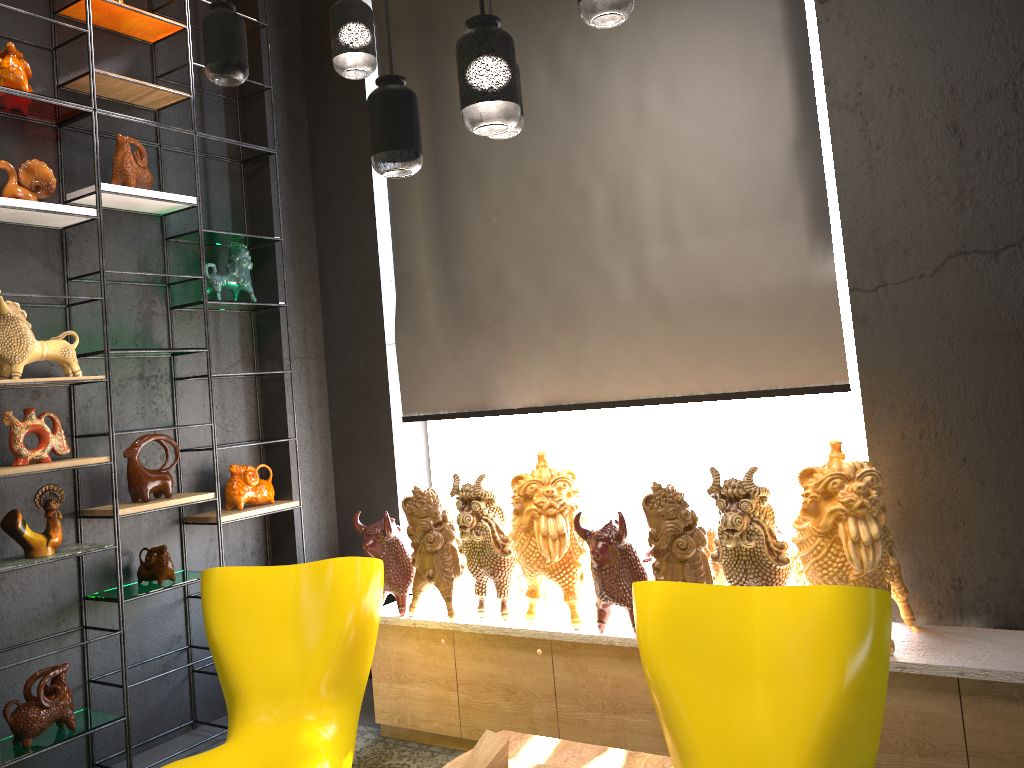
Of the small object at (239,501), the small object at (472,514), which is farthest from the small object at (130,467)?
the small object at (472,514)

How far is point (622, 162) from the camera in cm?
377

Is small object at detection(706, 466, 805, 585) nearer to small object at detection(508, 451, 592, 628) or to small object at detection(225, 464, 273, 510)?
small object at detection(508, 451, 592, 628)

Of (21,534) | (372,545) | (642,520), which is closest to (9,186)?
(21,534)

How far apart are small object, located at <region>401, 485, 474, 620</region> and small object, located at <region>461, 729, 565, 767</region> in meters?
0.9 m

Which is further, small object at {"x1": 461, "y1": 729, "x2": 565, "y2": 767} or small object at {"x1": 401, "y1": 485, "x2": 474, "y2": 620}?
small object at {"x1": 401, "y1": 485, "x2": 474, "y2": 620}

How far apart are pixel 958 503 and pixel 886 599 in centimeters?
95cm

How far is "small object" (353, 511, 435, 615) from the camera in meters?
3.7

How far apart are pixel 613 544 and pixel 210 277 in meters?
2.4

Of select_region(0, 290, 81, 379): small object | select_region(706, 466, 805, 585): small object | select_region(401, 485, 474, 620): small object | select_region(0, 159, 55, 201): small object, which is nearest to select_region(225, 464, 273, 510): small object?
select_region(0, 290, 81, 379): small object
